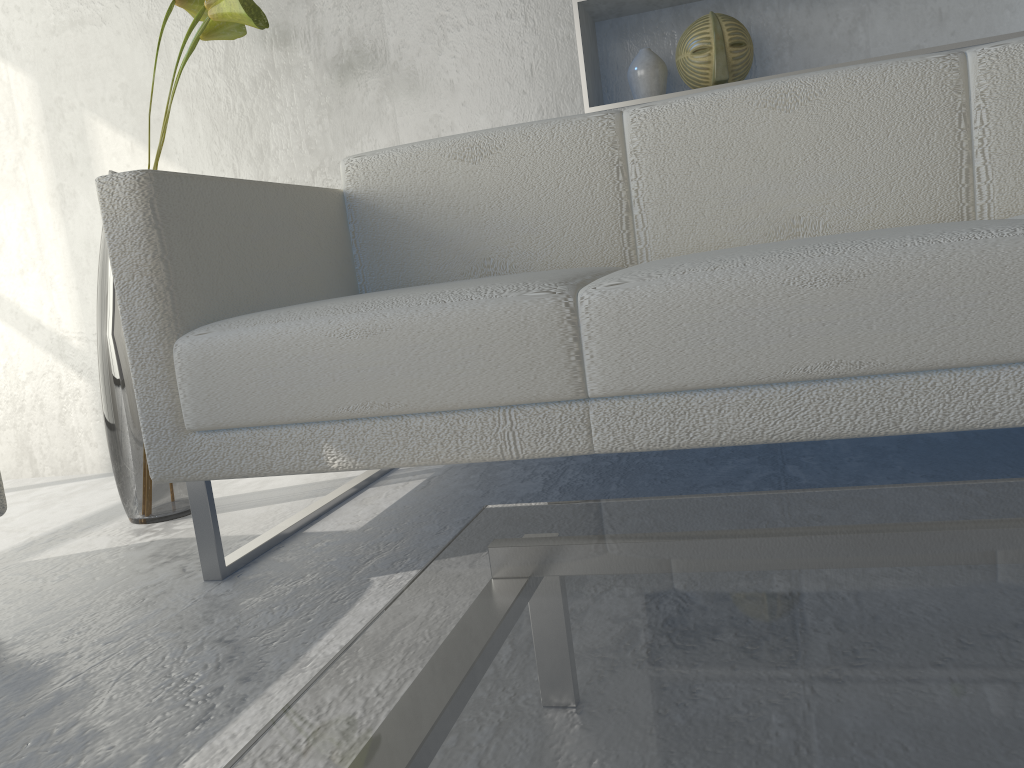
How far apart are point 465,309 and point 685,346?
0.3 meters

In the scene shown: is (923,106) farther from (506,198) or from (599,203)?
(506,198)

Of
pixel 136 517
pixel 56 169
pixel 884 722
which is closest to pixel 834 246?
pixel 884 722

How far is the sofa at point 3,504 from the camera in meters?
1.2 m

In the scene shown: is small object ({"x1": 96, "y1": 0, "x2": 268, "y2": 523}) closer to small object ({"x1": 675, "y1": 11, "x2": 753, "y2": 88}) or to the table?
small object ({"x1": 675, "y1": 11, "x2": 753, "y2": 88})

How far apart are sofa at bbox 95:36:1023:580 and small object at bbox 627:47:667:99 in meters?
0.3

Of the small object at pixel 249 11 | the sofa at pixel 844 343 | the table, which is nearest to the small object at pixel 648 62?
the sofa at pixel 844 343

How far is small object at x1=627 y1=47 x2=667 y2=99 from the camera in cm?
187

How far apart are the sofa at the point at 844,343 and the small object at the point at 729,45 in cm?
29

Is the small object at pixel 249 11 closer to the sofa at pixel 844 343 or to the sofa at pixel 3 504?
the sofa at pixel 844 343
